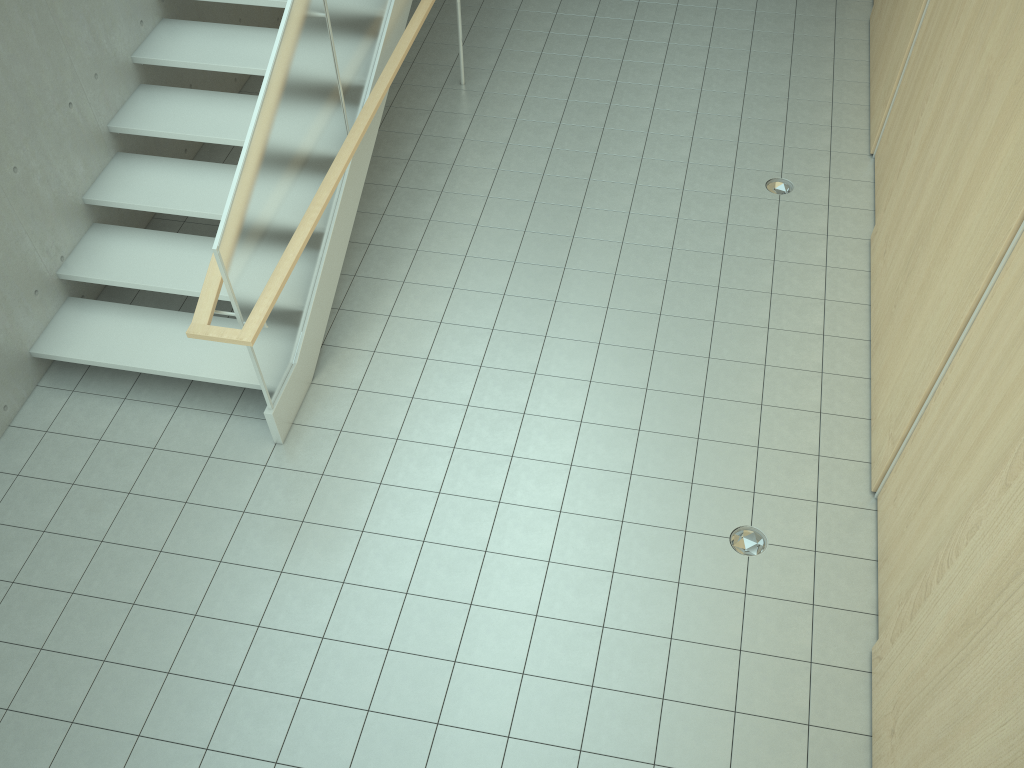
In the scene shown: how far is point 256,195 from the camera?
4.3m

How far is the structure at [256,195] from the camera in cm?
432

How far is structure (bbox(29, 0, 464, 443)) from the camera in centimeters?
432cm
